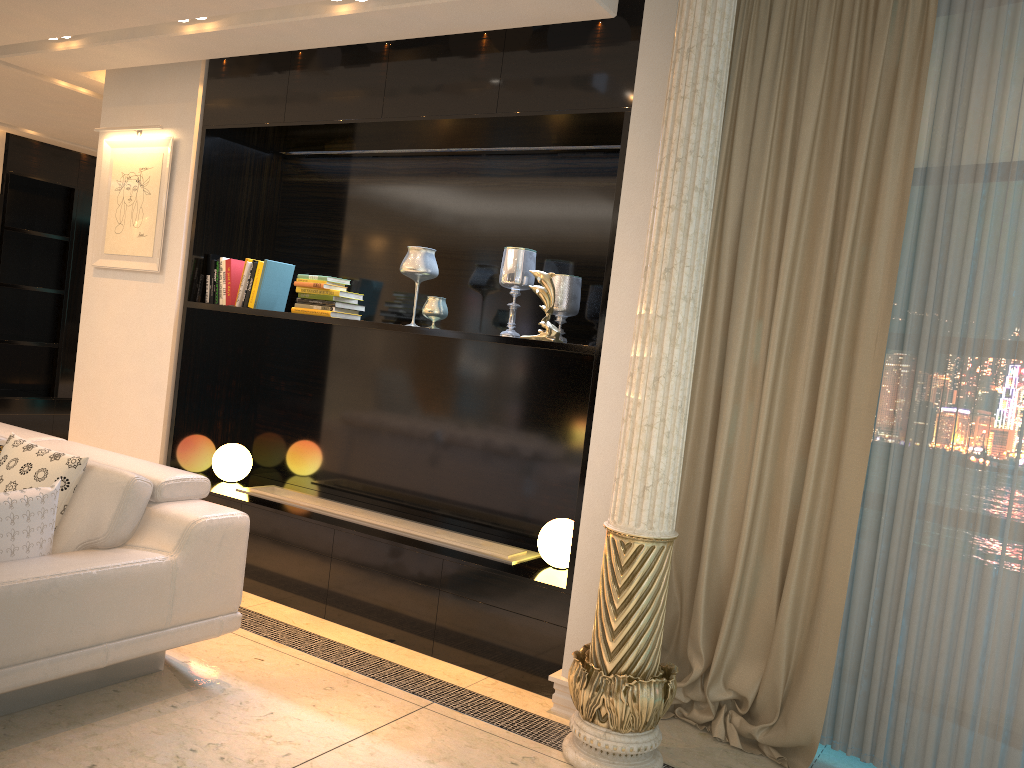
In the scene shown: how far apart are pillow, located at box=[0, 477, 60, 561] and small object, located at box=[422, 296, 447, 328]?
1.74m

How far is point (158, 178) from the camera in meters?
4.8

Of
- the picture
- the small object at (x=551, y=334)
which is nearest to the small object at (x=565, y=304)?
the small object at (x=551, y=334)

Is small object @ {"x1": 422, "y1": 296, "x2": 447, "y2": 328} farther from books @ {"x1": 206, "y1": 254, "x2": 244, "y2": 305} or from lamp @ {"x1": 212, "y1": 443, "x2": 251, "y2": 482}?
lamp @ {"x1": 212, "y1": 443, "x2": 251, "y2": 482}

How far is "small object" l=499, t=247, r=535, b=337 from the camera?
4.0 meters

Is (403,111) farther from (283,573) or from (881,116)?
(283,573)

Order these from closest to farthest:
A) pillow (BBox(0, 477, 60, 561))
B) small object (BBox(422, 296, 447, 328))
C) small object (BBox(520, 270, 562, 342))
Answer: pillow (BBox(0, 477, 60, 561))
small object (BBox(520, 270, 562, 342))
small object (BBox(422, 296, 447, 328))

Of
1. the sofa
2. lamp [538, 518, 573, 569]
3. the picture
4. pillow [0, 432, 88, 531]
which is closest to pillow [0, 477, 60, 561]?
the sofa

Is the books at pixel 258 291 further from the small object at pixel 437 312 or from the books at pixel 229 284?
the small object at pixel 437 312

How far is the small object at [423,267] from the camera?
4.17m
